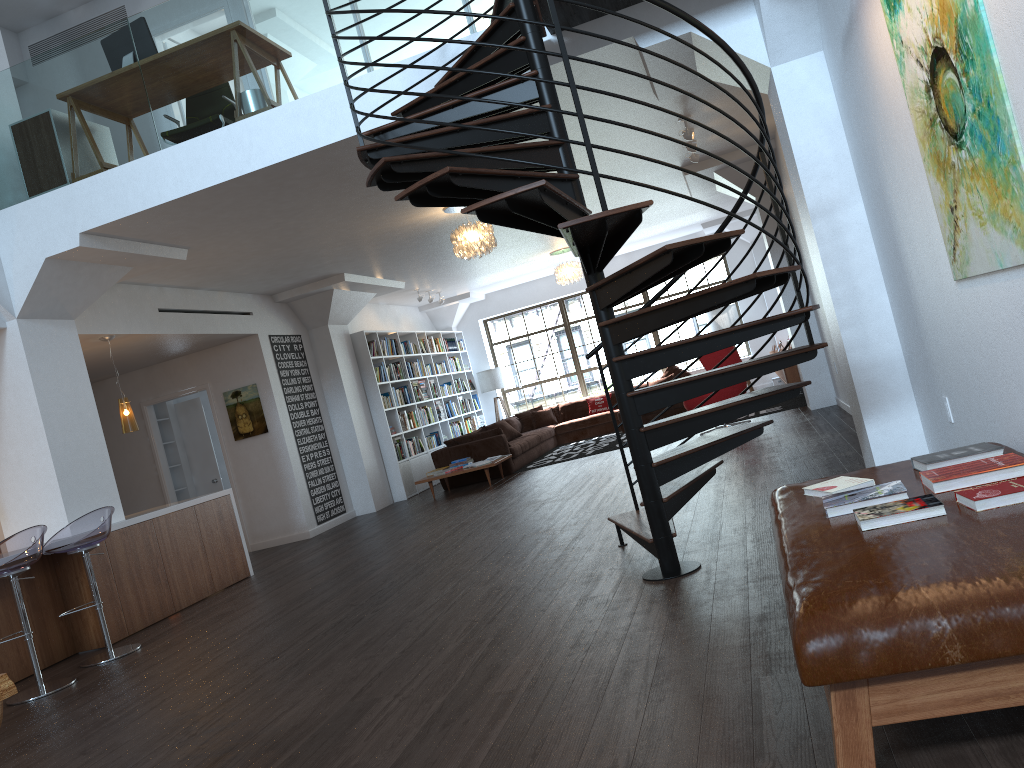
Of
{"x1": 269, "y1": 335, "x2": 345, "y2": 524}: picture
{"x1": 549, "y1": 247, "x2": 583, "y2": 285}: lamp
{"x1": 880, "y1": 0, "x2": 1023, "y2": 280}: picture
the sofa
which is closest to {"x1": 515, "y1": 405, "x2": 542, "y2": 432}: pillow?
the sofa

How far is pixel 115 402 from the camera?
11.1m

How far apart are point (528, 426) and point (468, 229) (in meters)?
7.18

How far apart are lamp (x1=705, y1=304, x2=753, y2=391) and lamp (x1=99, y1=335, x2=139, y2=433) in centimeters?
1000cm

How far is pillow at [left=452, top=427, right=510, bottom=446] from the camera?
12.1m

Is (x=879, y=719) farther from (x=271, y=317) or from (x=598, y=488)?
(x=271, y=317)

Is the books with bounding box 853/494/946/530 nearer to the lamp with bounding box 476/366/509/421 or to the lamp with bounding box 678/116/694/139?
the lamp with bounding box 678/116/694/139

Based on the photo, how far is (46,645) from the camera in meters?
6.4 m

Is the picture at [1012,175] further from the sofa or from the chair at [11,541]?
the sofa

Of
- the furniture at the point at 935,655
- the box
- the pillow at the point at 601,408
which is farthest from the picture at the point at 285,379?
the furniture at the point at 935,655
